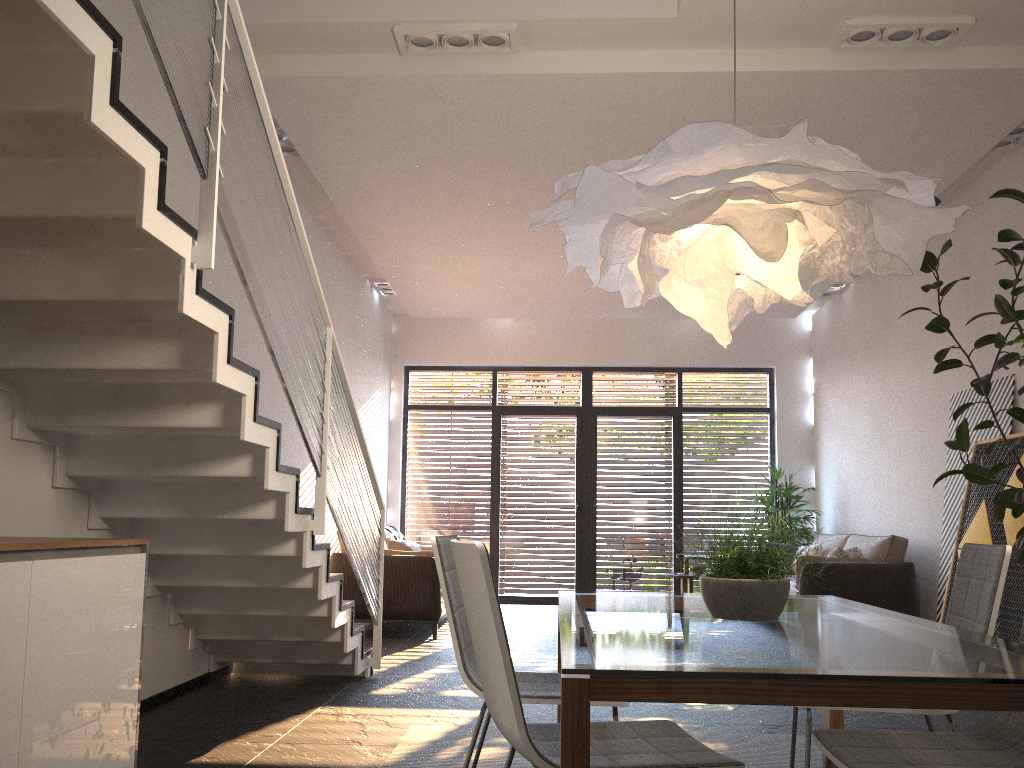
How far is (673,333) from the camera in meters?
10.9 m

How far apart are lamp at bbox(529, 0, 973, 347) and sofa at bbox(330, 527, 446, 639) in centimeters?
483cm

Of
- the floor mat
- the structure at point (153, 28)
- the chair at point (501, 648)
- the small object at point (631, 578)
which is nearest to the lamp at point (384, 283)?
the small object at point (631, 578)

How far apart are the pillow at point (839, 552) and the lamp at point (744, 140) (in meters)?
5.16

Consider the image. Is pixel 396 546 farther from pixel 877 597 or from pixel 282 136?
pixel 877 597

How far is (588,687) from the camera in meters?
1.5

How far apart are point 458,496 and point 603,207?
8.81m

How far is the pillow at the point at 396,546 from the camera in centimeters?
843cm

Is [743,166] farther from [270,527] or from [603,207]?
[270,527]

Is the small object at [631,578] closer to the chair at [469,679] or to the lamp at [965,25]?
the lamp at [965,25]
